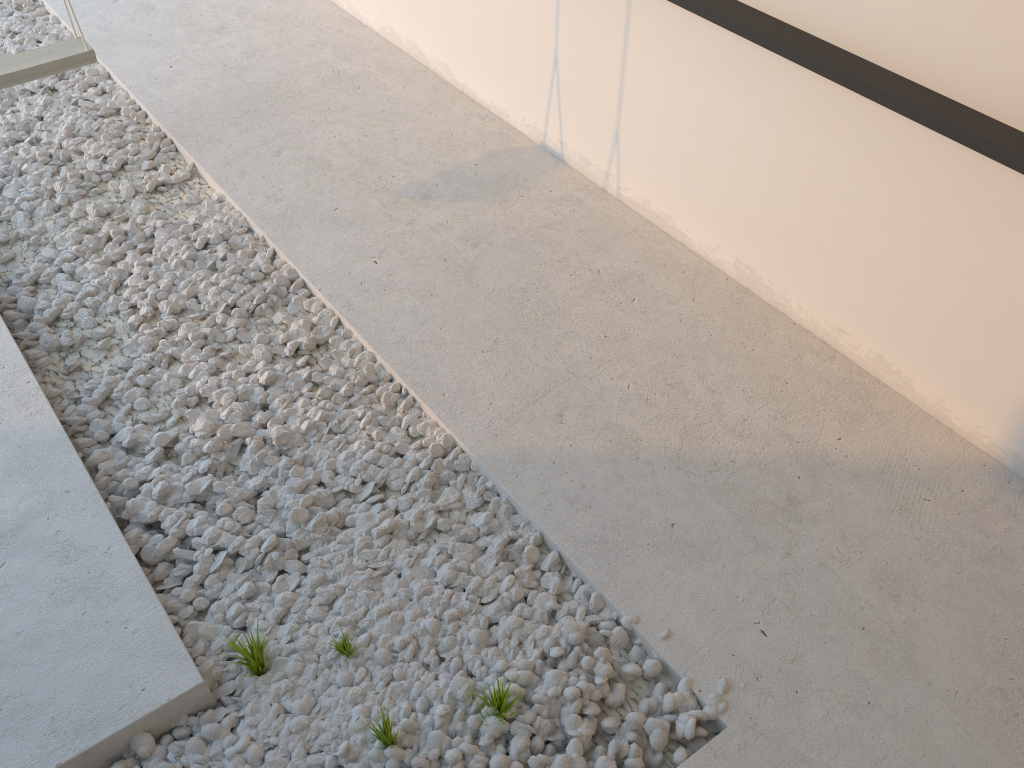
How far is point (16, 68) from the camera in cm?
297

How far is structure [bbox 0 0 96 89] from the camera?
3.0 meters

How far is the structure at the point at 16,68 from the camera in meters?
3.0
